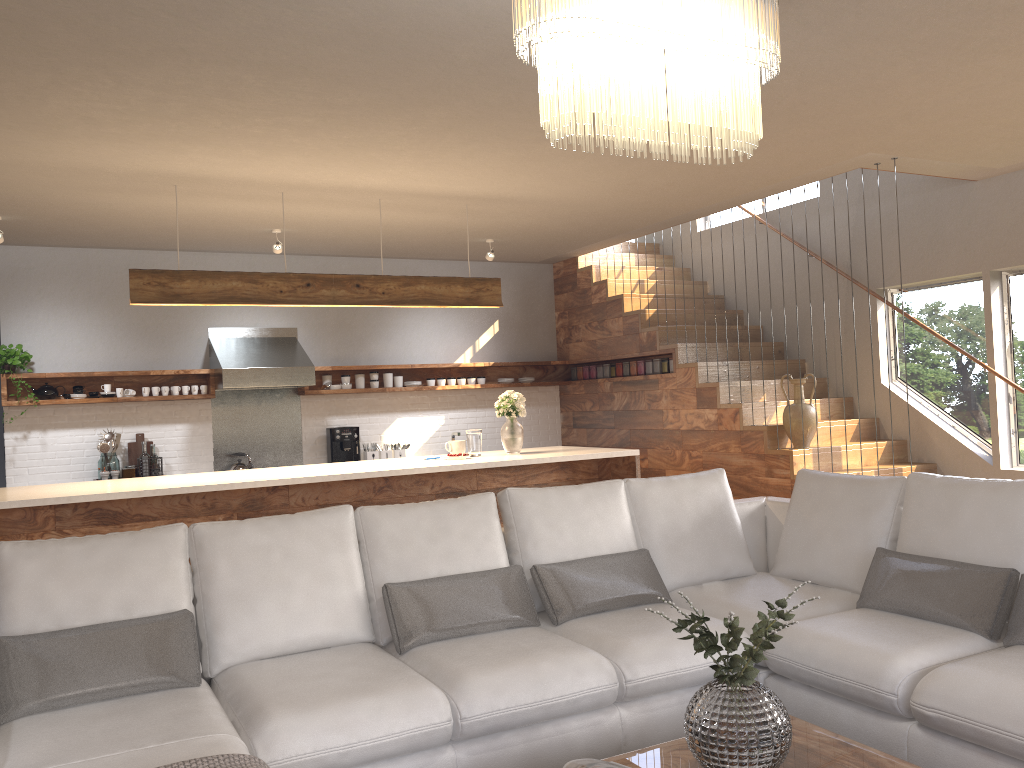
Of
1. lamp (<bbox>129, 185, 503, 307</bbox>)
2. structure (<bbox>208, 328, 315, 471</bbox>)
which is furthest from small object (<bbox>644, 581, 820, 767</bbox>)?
structure (<bbox>208, 328, 315, 471</bbox>)

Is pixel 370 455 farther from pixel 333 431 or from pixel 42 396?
pixel 42 396

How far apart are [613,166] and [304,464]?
4.36m

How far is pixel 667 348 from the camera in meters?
7.8 m

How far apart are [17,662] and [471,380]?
6.26m

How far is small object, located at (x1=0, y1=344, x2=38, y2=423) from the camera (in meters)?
6.91

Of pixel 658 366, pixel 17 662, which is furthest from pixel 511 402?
pixel 17 662

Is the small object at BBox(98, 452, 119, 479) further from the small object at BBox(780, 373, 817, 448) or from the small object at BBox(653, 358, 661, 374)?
the small object at BBox(780, 373, 817, 448)

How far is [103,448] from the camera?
7.2 meters

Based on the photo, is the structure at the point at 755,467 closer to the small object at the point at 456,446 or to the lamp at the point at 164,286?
the lamp at the point at 164,286
